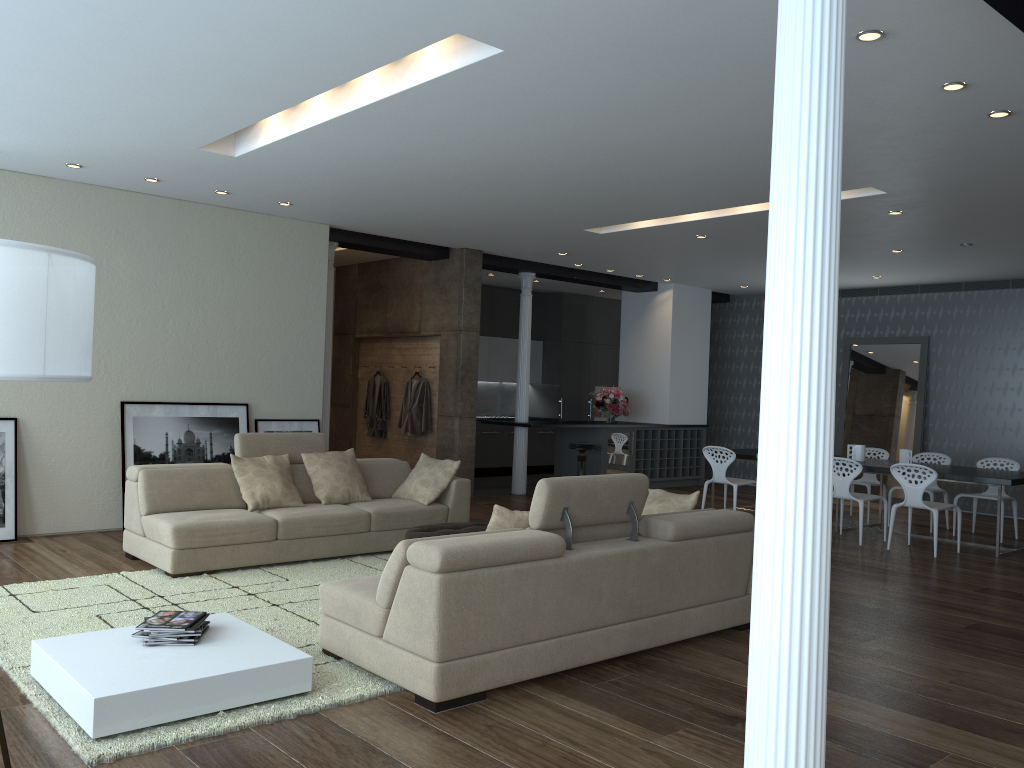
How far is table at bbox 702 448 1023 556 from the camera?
8.1m

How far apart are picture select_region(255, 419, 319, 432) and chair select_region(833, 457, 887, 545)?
5.2m

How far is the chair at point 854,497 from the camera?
8.6 meters

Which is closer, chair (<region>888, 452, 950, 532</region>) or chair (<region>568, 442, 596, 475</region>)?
chair (<region>888, 452, 950, 532</region>)

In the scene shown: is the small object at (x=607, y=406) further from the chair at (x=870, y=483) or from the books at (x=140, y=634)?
the books at (x=140, y=634)

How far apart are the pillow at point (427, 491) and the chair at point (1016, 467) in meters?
5.7 m

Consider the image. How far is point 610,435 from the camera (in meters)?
12.14

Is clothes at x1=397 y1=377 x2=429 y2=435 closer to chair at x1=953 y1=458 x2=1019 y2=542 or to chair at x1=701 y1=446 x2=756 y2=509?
chair at x1=701 y1=446 x2=756 y2=509

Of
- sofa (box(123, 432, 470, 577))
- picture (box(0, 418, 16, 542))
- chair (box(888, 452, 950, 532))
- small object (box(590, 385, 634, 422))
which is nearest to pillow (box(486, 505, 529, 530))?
sofa (box(123, 432, 470, 577))

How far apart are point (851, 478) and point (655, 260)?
3.6m
